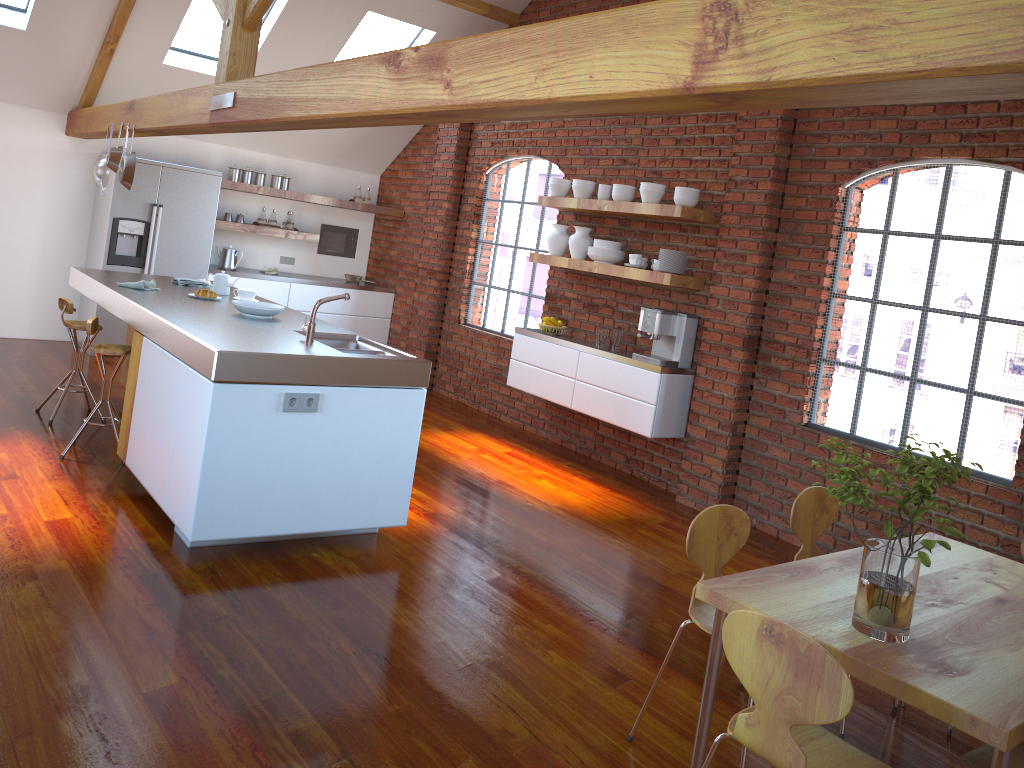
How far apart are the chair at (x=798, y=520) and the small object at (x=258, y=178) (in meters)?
6.65

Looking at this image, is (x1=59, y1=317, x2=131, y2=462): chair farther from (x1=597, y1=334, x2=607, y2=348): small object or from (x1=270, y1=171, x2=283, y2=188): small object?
(x1=270, y1=171, x2=283, y2=188): small object

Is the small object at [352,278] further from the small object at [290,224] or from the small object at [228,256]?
the small object at [228,256]

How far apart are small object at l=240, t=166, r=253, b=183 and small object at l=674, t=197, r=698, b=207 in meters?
4.5 m

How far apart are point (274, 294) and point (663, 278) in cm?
430

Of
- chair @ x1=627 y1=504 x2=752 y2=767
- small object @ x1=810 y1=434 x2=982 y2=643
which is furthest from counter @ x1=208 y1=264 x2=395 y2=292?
small object @ x1=810 y1=434 x2=982 y2=643

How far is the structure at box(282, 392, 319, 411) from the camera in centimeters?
377cm

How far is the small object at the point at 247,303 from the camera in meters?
5.0 m

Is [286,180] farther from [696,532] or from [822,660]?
[822,660]

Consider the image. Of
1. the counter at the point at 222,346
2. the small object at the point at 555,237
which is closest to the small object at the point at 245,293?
the counter at the point at 222,346
